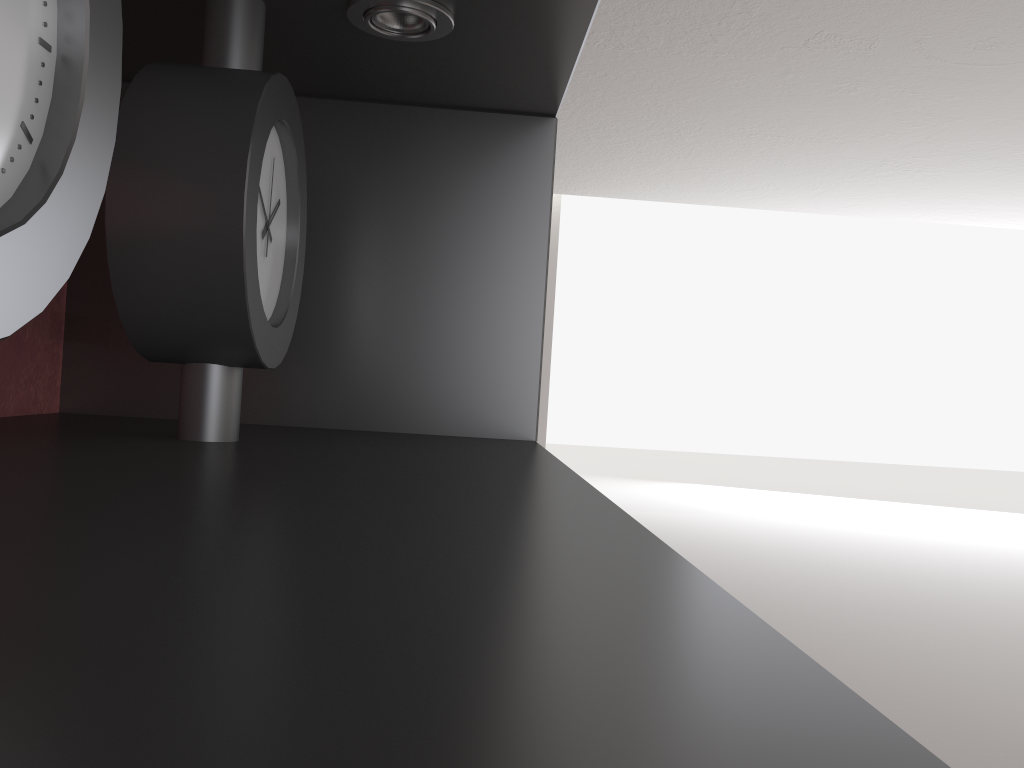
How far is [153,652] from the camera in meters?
0.3 m

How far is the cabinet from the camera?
0.3 meters

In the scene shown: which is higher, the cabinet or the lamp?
the lamp

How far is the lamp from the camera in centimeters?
118cm

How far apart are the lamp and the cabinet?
0.0m

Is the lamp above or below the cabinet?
above

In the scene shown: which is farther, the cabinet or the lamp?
the lamp

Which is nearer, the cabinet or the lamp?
the cabinet

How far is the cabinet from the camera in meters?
0.3

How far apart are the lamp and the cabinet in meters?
0.0
